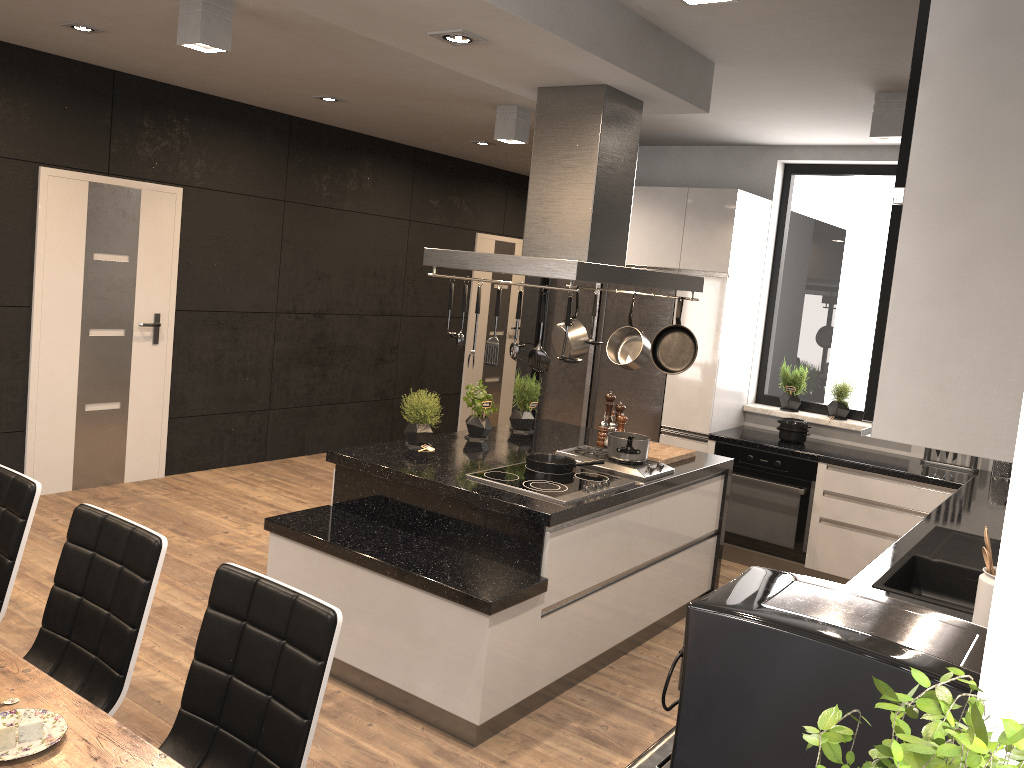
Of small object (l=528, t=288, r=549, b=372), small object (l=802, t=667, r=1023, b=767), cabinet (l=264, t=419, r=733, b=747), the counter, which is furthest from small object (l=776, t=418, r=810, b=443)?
small object (l=802, t=667, r=1023, b=767)

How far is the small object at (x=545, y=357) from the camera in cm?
341

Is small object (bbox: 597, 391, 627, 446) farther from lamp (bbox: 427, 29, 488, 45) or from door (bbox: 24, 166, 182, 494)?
door (bbox: 24, 166, 182, 494)

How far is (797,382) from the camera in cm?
601

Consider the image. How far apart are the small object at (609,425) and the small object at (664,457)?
0.2 meters

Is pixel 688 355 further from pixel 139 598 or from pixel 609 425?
pixel 139 598

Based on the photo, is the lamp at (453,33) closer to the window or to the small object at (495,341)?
the small object at (495,341)

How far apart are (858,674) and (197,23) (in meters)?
3.52

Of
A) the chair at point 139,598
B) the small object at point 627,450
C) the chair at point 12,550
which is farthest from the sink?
the chair at point 12,550

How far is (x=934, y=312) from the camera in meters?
1.7 m
